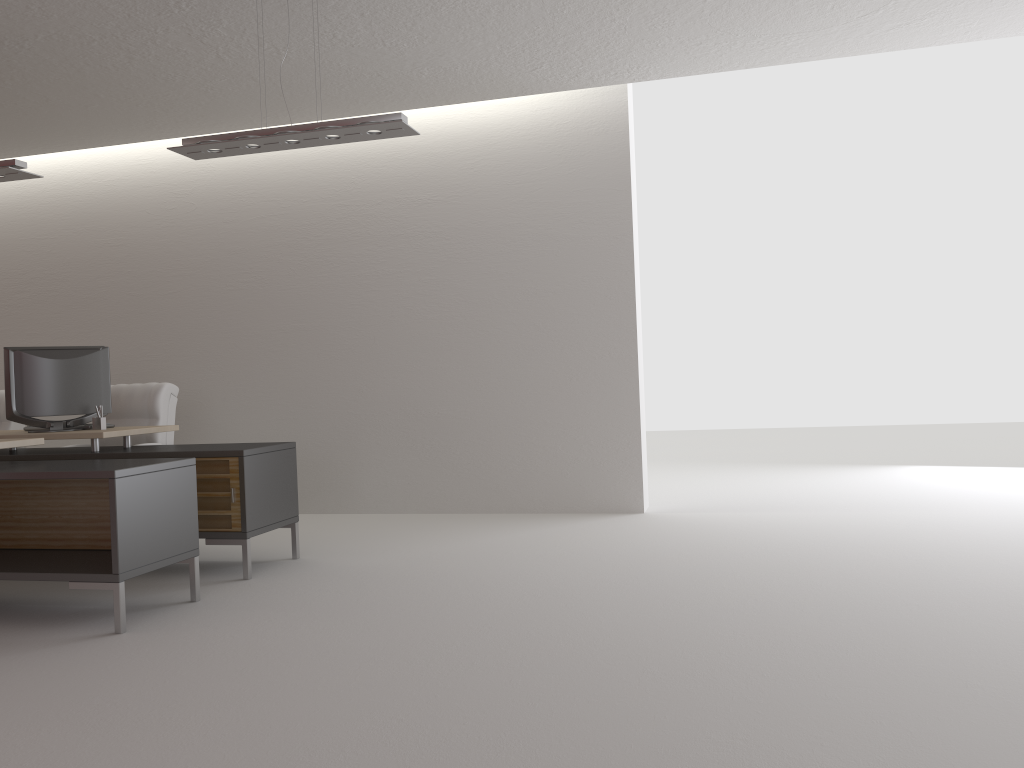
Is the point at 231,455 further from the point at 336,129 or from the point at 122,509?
the point at 336,129

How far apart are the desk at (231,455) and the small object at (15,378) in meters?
0.1

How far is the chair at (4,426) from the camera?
10.16m

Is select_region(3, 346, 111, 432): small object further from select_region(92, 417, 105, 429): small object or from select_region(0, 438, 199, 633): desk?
select_region(0, 438, 199, 633): desk

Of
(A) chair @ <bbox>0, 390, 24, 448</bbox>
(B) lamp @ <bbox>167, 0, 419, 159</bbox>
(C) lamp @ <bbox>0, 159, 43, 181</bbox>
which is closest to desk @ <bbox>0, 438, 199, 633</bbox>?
(C) lamp @ <bbox>0, 159, 43, 181</bbox>

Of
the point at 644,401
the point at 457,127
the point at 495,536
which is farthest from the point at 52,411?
the point at 644,401

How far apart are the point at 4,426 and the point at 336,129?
6.4m

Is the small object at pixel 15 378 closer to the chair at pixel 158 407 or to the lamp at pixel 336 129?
the chair at pixel 158 407

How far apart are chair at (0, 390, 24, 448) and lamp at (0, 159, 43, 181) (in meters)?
3.89

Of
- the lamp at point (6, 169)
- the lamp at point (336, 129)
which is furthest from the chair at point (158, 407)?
the lamp at point (336, 129)
